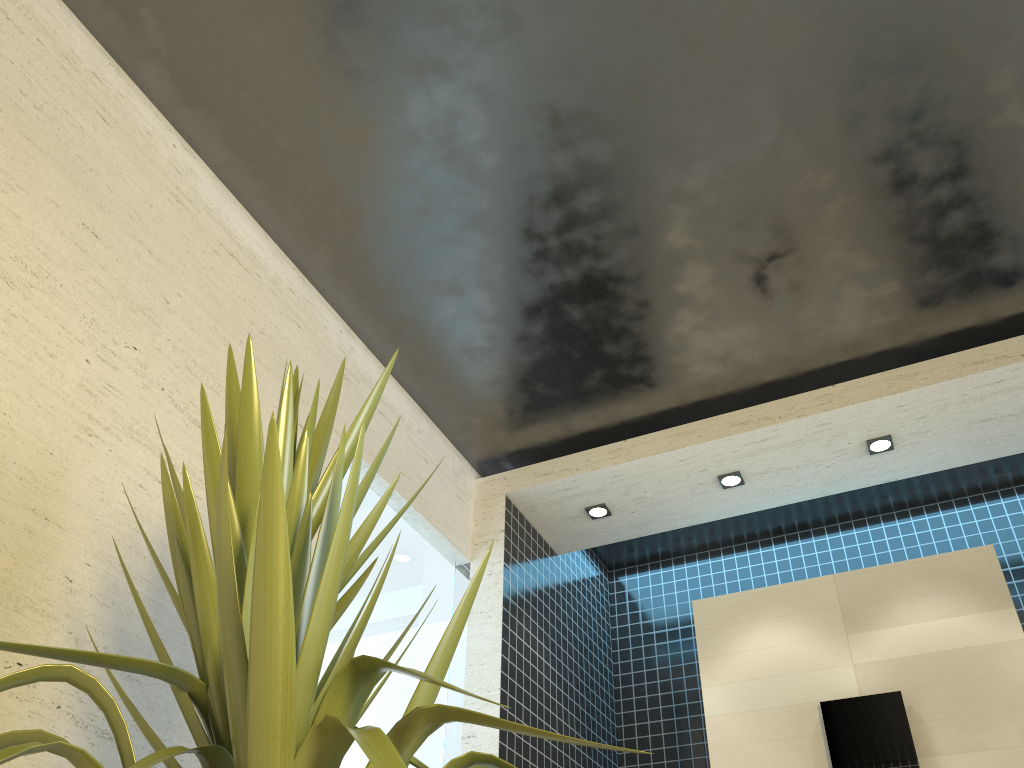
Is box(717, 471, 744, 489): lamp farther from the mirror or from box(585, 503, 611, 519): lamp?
the mirror

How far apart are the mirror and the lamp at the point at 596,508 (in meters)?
1.24

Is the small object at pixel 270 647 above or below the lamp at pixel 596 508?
below

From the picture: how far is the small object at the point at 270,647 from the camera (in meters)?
1.06

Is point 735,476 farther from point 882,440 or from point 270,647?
point 270,647

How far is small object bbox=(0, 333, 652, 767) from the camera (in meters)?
1.06

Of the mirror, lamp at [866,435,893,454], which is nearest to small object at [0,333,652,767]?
the mirror

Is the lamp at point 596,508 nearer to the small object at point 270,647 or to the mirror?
the mirror

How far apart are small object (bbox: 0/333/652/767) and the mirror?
2.5 meters

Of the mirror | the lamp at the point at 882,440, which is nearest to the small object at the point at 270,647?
the mirror
